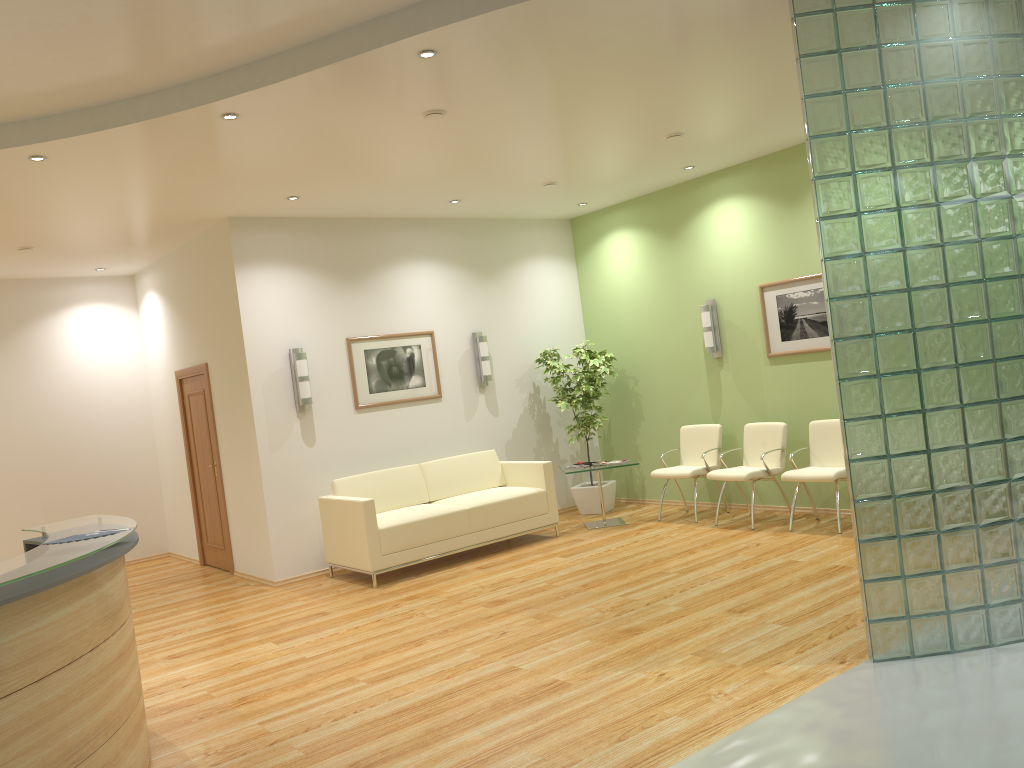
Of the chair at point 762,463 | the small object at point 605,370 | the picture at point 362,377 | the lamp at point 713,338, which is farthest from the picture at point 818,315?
the picture at point 362,377

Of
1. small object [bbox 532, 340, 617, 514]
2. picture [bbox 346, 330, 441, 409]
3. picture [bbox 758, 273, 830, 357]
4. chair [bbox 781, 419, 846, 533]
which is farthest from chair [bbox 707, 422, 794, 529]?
picture [bbox 346, 330, 441, 409]

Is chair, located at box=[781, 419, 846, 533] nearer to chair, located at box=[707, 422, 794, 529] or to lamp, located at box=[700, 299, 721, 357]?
chair, located at box=[707, 422, 794, 529]

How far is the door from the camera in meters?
9.0

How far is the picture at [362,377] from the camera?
8.6m

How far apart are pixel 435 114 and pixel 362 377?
3.6m

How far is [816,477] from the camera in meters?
7.3 m

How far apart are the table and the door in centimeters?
371cm

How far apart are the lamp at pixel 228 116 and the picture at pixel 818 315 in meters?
5.1 m

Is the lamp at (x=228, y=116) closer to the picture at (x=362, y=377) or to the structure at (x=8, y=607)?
the structure at (x=8, y=607)
